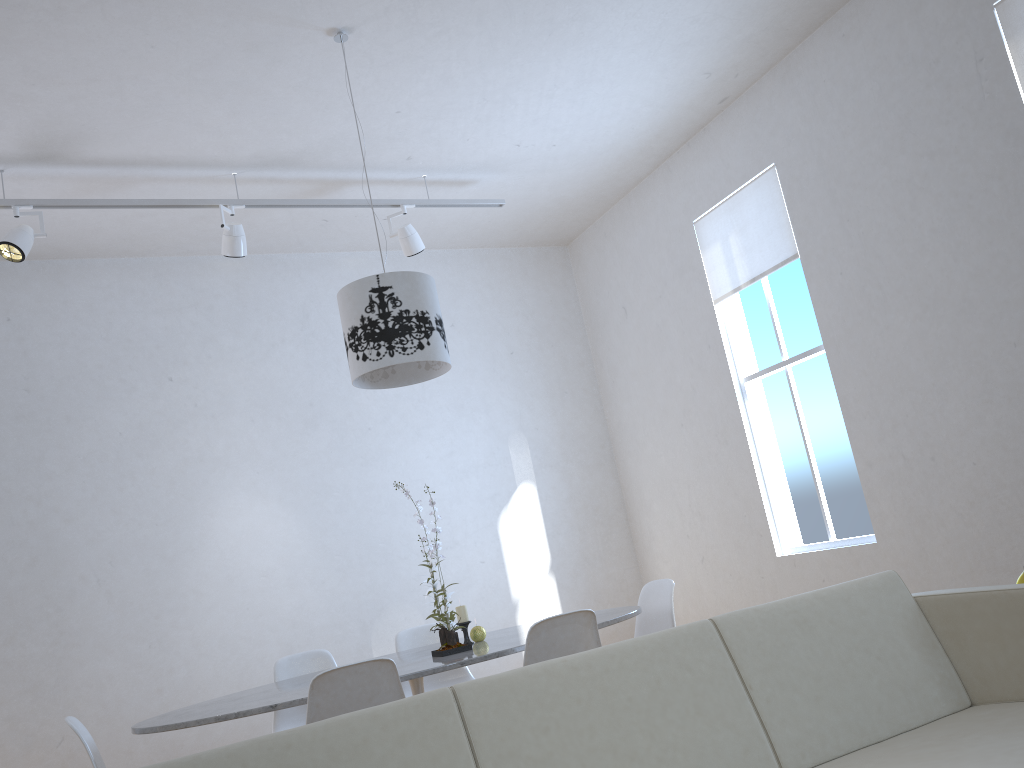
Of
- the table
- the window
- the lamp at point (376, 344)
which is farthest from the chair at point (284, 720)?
the window

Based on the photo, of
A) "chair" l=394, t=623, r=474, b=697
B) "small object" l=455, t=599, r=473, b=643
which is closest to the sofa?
"small object" l=455, t=599, r=473, b=643

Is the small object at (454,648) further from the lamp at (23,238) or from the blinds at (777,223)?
the blinds at (777,223)

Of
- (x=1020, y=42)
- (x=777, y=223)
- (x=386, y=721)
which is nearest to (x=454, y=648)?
(x=386, y=721)

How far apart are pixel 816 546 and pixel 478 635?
2.4 meters

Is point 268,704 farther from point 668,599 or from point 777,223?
point 777,223

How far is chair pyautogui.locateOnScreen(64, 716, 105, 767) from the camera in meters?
2.6

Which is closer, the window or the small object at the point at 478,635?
the small object at the point at 478,635

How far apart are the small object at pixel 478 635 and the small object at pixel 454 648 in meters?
0.3 m

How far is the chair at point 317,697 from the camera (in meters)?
2.53
